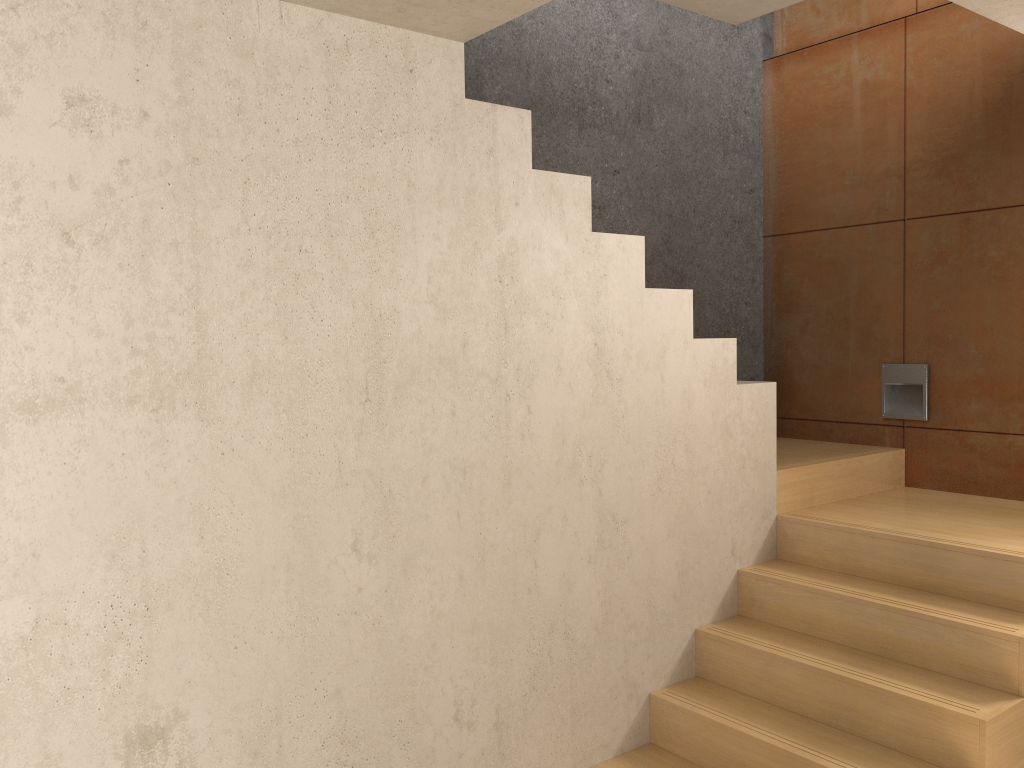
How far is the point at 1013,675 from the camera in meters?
2.7

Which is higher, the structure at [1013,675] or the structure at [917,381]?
the structure at [917,381]

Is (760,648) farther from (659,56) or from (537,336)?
(659,56)

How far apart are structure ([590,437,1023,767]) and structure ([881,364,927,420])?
0.17m

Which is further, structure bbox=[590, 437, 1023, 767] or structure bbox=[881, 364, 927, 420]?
structure bbox=[881, 364, 927, 420]

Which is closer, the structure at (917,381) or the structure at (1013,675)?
the structure at (1013,675)

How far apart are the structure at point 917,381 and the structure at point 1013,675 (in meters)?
0.17

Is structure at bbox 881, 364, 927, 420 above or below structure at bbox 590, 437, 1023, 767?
above

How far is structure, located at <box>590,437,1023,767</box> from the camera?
2.66m

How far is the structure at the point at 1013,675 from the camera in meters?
2.7
